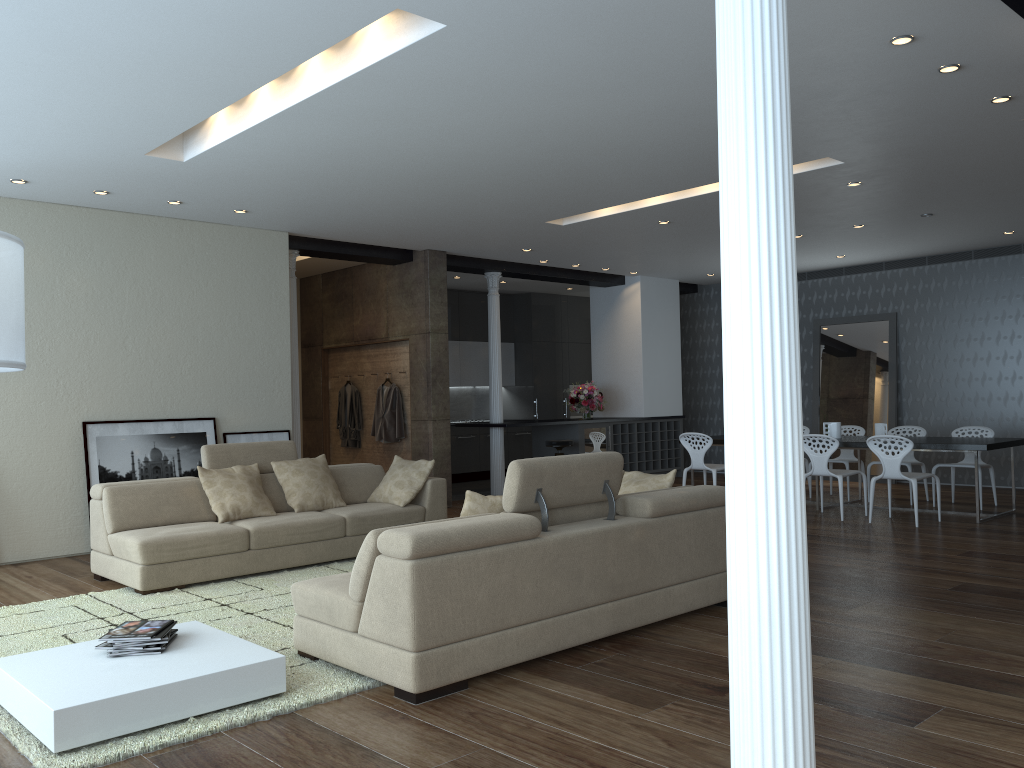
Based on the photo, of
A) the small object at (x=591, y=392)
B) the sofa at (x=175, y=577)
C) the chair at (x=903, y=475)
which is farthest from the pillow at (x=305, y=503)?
the small object at (x=591, y=392)

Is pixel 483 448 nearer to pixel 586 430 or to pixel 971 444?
pixel 586 430

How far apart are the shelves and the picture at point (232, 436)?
5.1 meters

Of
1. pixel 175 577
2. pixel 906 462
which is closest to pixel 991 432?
pixel 906 462

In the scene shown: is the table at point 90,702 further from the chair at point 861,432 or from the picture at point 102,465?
the chair at point 861,432

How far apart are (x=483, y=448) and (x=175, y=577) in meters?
8.0

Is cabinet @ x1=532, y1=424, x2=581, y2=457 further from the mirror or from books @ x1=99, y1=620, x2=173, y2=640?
books @ x1=99, y1=620, x2=173, y2=640

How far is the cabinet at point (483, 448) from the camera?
13.71m

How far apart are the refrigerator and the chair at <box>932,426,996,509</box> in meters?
4.5

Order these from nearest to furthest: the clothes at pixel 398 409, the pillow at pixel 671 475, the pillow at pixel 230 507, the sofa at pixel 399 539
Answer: the sofa at pixel 399 539
the pillow at pixel 671 475
the pillow at pixel 230 507
the clothes at pixel 398 409
